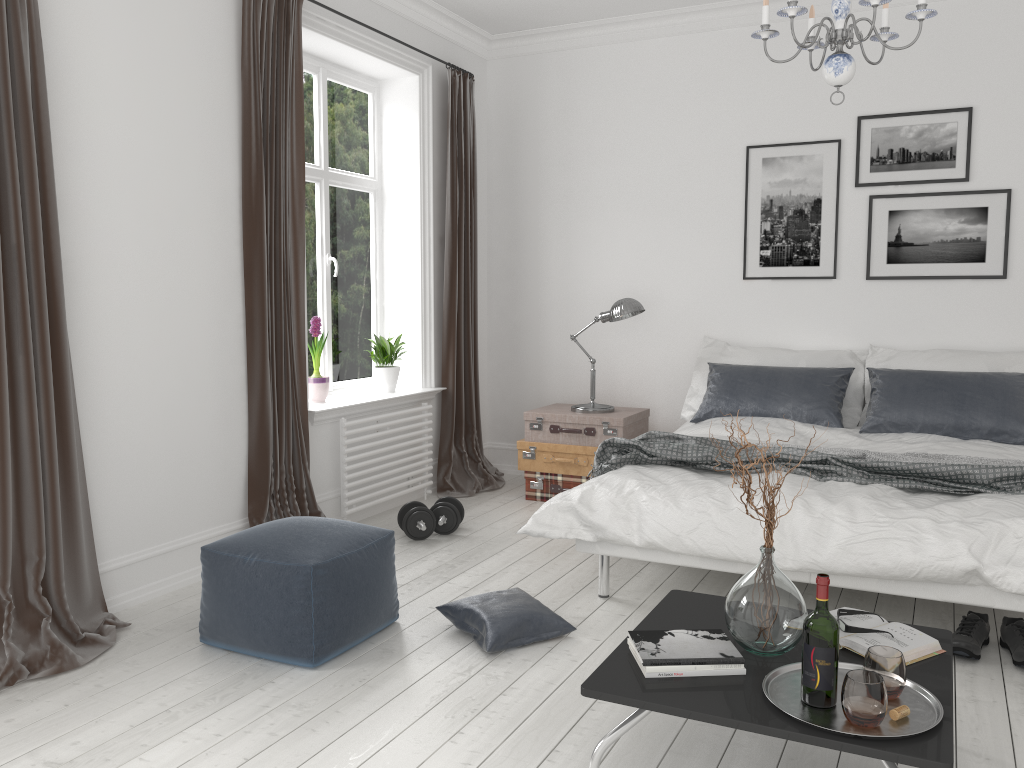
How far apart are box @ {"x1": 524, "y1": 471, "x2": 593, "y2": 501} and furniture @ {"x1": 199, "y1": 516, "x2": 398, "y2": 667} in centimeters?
213cm

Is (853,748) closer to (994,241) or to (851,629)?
(851,629)

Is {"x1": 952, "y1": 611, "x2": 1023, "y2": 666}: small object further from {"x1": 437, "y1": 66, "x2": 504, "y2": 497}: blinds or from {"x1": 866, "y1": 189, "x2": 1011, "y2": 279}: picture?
{"x1": 437, "y1": 66, "x2": 504, "y2": 497}: blinds

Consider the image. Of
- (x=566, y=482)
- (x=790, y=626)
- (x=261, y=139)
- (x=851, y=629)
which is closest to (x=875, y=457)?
(x=851, y=629)

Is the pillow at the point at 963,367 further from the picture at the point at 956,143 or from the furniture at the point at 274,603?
the furniture at the point at 274,603

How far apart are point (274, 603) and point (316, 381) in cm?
203

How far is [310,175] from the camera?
5.0 meters

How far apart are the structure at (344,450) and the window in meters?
0.4

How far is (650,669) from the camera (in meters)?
2.19

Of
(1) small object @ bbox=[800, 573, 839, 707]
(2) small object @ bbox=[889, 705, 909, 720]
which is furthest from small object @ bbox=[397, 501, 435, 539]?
(2) small object @ bbox=[889, 705, 909, 720]
